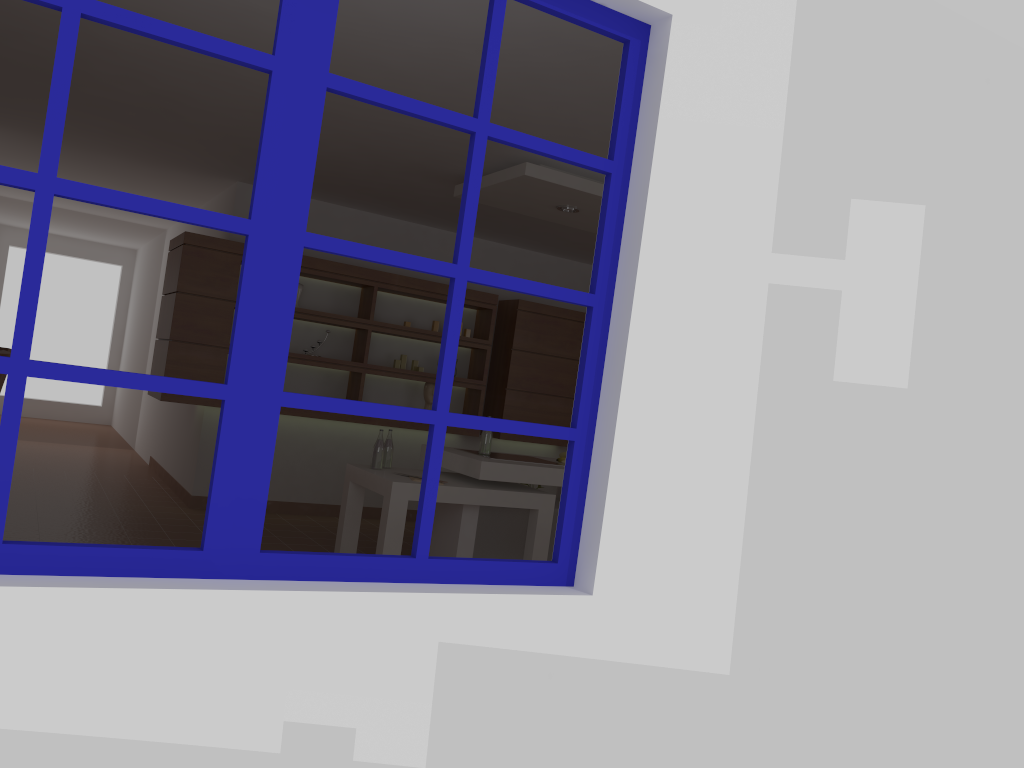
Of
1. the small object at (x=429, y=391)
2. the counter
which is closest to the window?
the counter

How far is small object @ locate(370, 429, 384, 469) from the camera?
5.1m

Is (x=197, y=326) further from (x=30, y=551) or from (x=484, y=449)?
(x=30, y=551)

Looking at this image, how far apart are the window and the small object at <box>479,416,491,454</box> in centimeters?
303cm

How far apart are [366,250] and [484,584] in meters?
0.8 m

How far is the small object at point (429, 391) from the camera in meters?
7.3

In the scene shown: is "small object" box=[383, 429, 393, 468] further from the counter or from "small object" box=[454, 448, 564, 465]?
"small object" box=[454, 448, 564, 465]

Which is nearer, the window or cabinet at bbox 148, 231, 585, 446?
the window

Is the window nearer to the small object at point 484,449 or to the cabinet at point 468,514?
the cabinet at point 468,514

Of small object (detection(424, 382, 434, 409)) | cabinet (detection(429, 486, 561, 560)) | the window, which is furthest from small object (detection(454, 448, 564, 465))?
the window
